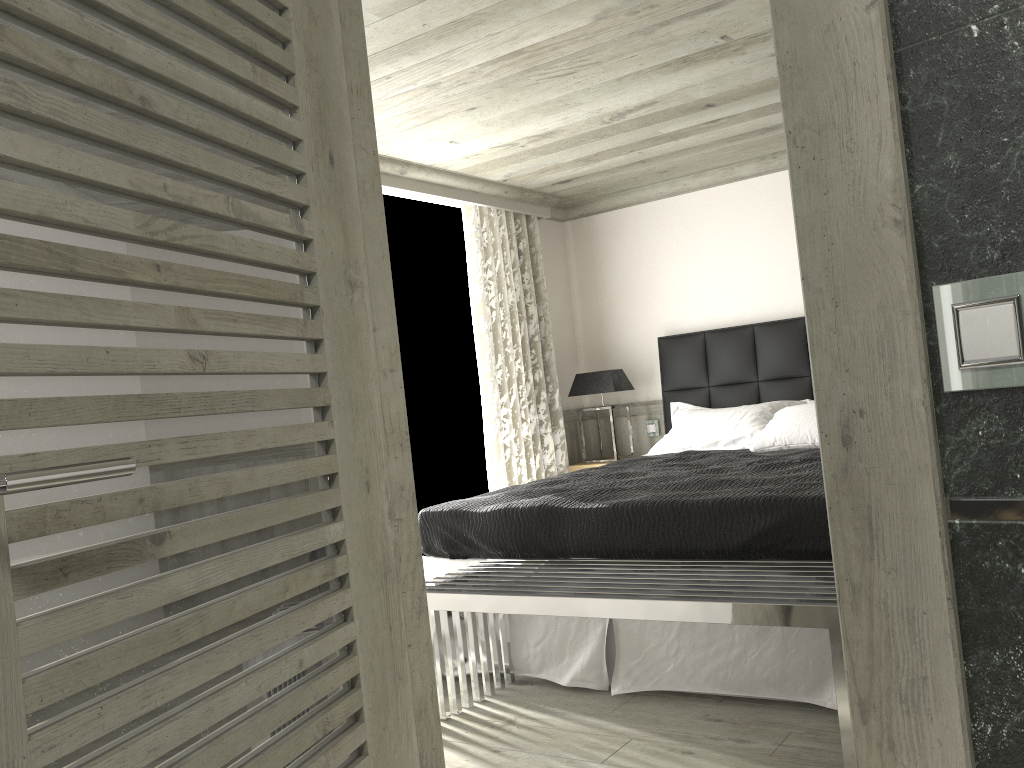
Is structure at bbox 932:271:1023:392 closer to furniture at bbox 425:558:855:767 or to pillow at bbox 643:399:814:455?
furniture at bbox 425:558:855:767

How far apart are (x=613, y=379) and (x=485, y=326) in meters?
1.1

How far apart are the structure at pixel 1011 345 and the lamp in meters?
5.5 m

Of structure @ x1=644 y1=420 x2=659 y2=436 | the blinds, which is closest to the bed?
structure @ x1=644 y1=420 x2=659 y2=436

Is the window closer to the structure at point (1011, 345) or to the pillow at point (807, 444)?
the pillow at point (807, 444)

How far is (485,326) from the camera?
6.19m

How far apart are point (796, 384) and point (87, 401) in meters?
5.4

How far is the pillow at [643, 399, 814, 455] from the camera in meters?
5.6

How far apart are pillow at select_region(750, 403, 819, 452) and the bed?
0.1 meters

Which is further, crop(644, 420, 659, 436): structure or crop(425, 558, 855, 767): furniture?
crop(644, 420, 659, 436): structure
